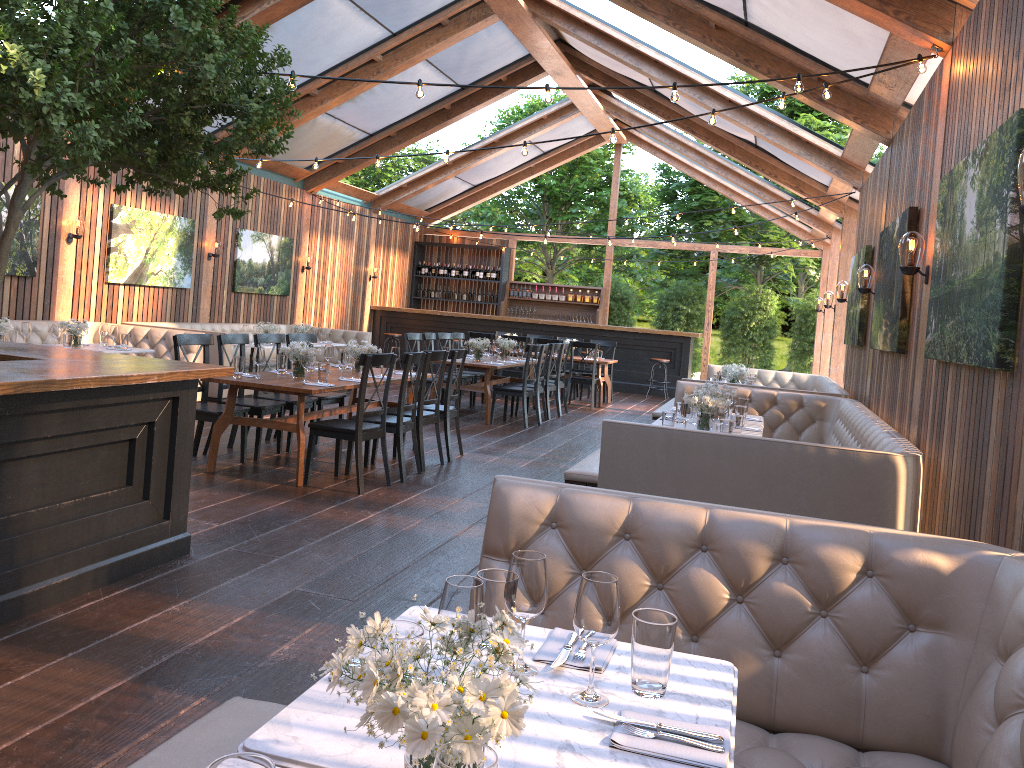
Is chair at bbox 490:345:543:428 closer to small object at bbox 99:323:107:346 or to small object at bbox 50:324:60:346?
small object at bbox 99:323:107:346

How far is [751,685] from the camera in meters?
2.6 m

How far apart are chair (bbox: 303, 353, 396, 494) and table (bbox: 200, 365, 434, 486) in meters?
0.1

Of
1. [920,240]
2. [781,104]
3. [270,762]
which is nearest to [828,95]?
[781,104]

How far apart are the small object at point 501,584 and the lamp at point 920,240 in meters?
4.2

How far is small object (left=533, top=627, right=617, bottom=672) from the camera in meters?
1.9 m

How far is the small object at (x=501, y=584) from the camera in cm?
197

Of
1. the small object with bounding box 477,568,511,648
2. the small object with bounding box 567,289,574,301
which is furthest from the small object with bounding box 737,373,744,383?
the small object with bounding box 567,289,574,301

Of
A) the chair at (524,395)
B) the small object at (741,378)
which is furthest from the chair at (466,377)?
the small object at (741,378)

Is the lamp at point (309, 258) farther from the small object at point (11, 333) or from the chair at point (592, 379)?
the small object at point (11, 333)
